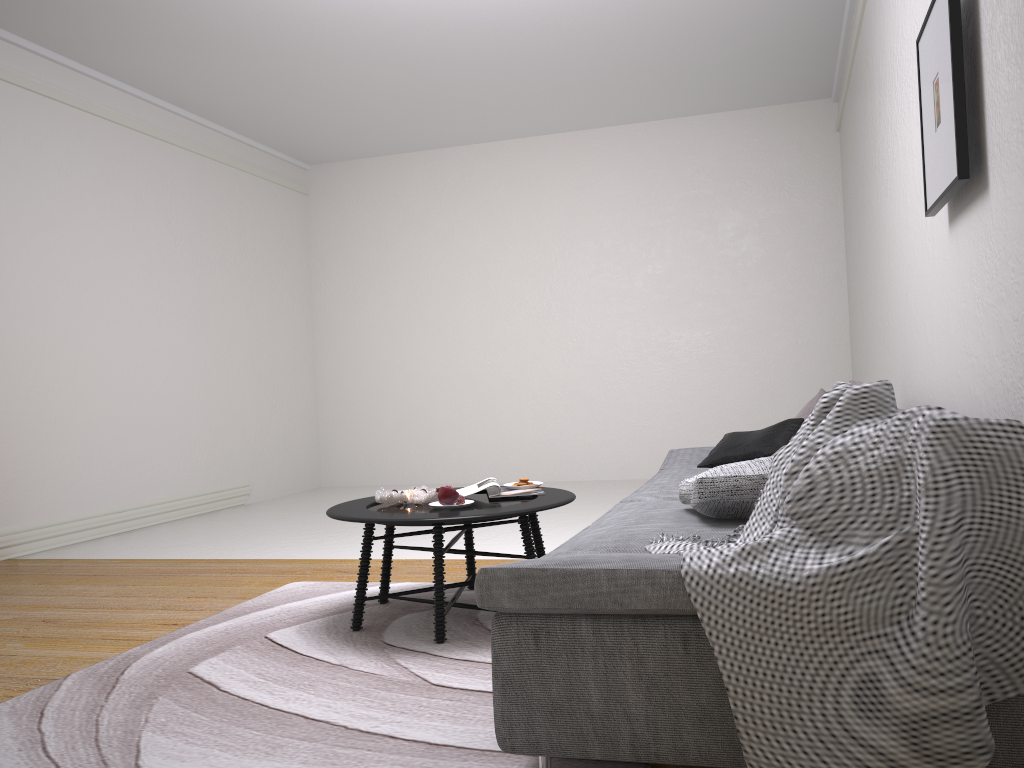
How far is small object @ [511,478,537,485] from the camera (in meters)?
3.66

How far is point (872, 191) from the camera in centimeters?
507cm

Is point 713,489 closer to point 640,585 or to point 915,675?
point 640,585

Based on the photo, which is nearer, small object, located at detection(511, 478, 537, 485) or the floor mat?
the floor mat

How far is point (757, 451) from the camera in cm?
378

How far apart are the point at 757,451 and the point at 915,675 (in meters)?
2.37

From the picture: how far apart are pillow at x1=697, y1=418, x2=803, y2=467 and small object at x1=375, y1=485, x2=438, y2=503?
1.2 meters

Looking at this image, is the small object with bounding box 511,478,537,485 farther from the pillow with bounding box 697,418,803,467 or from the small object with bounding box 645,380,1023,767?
the small object with bounding box 645,380,1023,767

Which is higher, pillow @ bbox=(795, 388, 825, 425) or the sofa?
pillow @ bbox=(795, 388, 825, 425)

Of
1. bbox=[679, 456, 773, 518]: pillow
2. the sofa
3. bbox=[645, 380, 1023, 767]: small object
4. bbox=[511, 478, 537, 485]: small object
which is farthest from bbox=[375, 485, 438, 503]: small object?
bbox=[645, 380, 1023, 767]: small object
